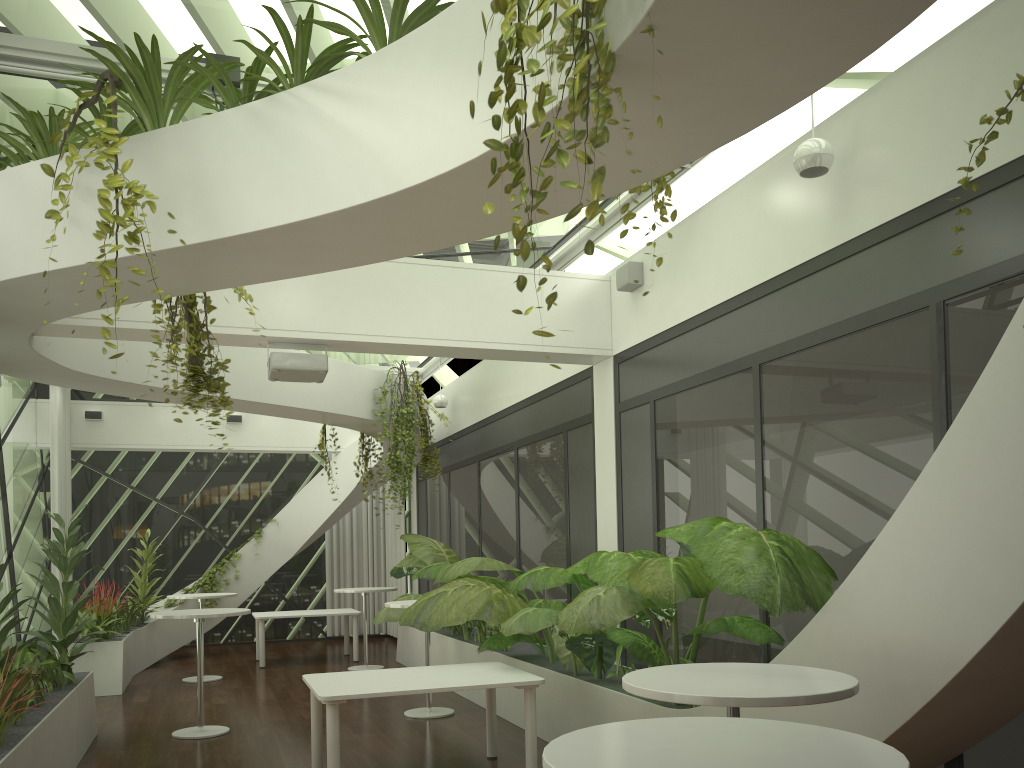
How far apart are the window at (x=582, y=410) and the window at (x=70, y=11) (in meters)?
1.41

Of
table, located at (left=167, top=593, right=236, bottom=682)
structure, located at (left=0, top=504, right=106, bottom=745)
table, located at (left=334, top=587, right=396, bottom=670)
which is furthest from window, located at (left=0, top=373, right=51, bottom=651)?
table, located at (left=334, top=587, right=396, bottom=670)

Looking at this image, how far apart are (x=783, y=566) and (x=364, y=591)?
8.1 meters

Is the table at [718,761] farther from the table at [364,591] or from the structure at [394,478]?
the table at [364,591]

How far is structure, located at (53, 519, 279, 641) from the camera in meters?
10.3

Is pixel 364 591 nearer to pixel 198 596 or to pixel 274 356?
pixel 198 596

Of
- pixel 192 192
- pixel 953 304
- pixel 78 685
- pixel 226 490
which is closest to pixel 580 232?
pixel 953 304

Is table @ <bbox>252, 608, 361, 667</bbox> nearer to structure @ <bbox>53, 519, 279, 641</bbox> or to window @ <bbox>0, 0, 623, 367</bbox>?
structure @ <bbox>53, 519, 279, 641</bbox>

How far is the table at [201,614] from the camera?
7.3 meters

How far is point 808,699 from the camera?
2.8m
